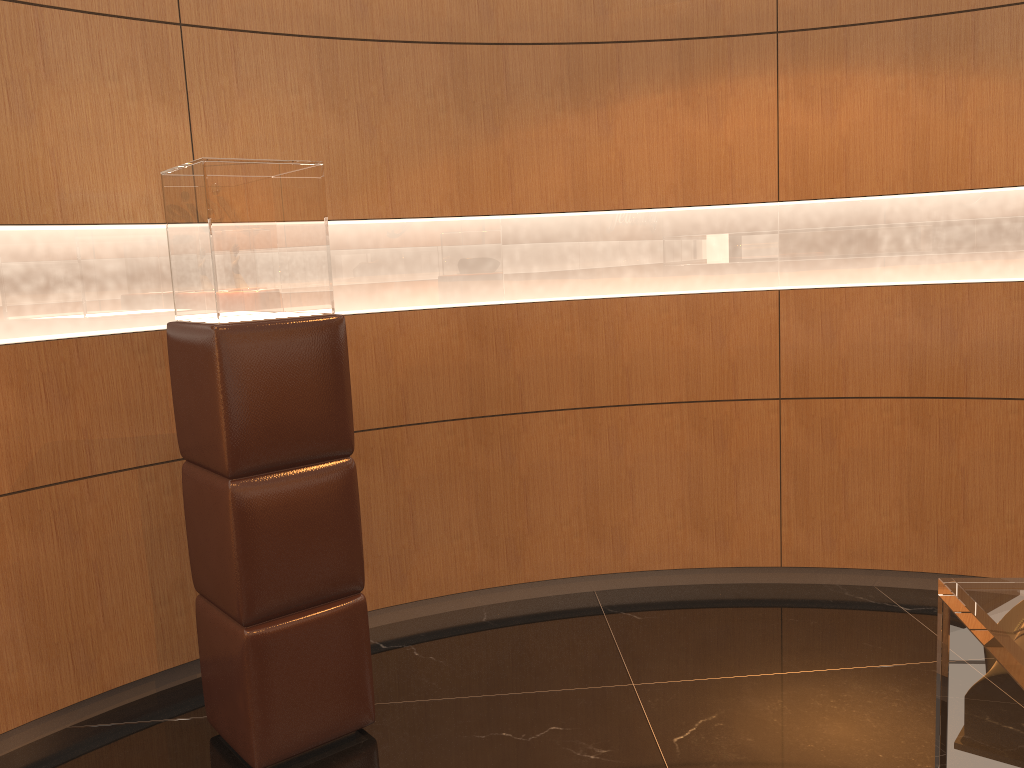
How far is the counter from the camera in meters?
0.9

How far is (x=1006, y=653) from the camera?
0.9m

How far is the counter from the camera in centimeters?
93cm
